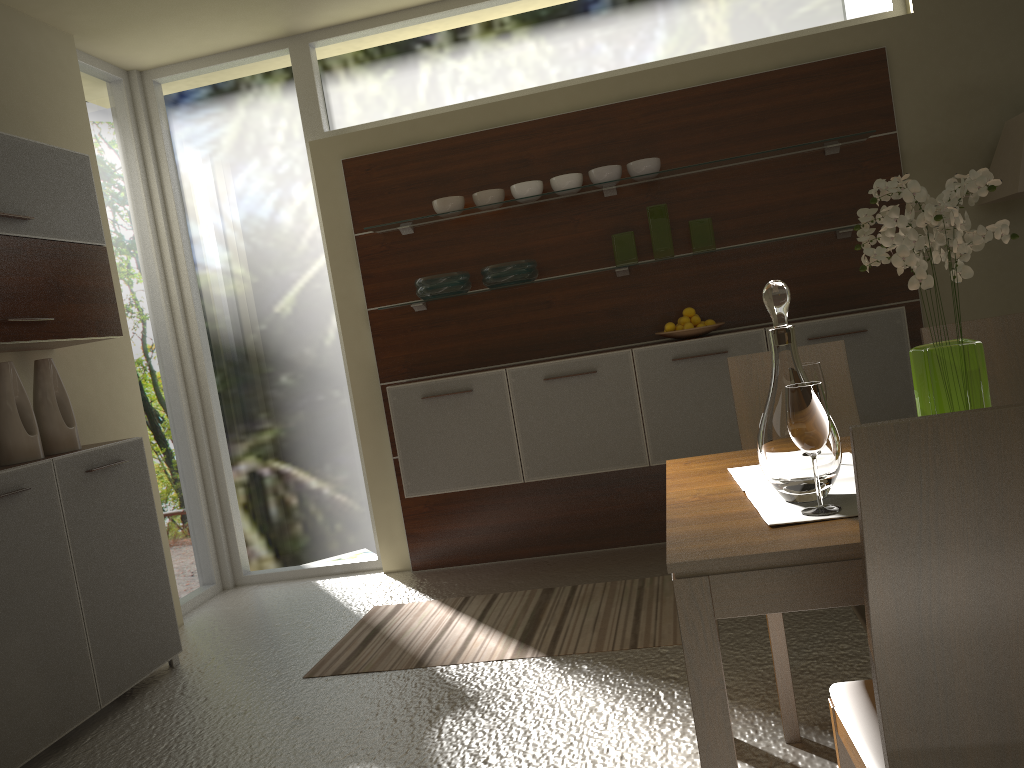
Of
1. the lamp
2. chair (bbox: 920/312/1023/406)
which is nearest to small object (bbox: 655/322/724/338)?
the lamp

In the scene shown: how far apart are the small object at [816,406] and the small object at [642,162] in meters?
2.8

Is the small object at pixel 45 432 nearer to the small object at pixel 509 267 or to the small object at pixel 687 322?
the small object at pixel 509 267

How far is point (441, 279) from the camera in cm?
437

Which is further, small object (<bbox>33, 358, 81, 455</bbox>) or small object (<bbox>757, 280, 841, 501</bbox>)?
small object (<bbox>33, 358, 81, 455</bbox>)

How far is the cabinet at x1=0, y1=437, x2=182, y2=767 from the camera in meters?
3.0 m

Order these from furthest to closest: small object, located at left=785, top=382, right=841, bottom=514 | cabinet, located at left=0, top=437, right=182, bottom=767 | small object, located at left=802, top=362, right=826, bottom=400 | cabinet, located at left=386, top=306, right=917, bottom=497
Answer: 1. cabinet, located at left=386, top=306, right=917, bottom=497
2. cabinet, located at left=0, top=437, right=182, bottom=767
3. small object, located at left=802, top=362, right=826, bottom=400
4. small object, located at left=785, top=382, right=841, bottom=514

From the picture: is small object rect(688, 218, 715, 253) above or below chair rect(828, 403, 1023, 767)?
above

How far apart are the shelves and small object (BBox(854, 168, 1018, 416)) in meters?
2.4

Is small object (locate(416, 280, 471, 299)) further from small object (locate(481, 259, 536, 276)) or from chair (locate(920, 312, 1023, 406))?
chair (locate(920, 312, 1023, 406))
